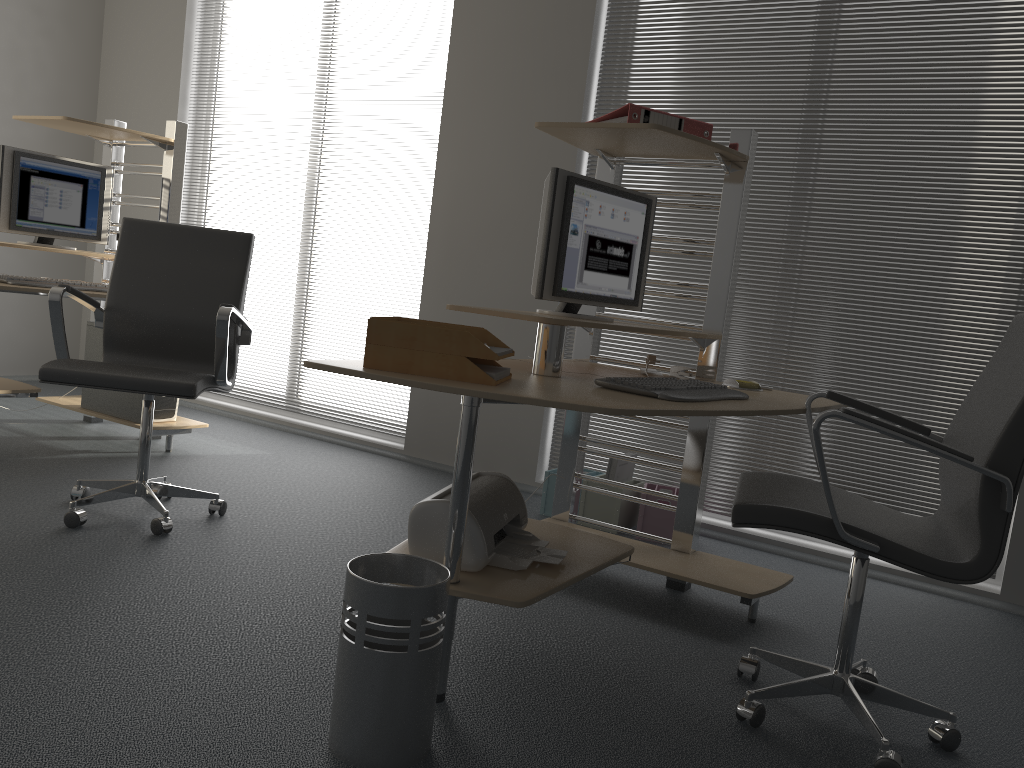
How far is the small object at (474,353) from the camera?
2.0 meters

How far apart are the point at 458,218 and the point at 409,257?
0.40m

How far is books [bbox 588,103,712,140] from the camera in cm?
266

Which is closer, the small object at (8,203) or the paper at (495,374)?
the paper at (495,374)

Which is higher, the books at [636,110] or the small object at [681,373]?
the books at [636,110]

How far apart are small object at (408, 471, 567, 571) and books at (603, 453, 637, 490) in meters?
1.3

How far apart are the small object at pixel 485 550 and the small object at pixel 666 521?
1.3 meters

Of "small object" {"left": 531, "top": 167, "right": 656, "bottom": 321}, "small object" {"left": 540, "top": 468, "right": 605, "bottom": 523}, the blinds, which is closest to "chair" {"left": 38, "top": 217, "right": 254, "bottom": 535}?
"small object" {"left": 531, "top": 167, "right": 656, "bottom": 321}

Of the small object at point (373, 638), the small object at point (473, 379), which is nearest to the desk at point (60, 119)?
the small object at point (473, 379)

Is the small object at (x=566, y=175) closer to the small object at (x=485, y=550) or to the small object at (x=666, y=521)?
the small object at (x=485, y=550)
